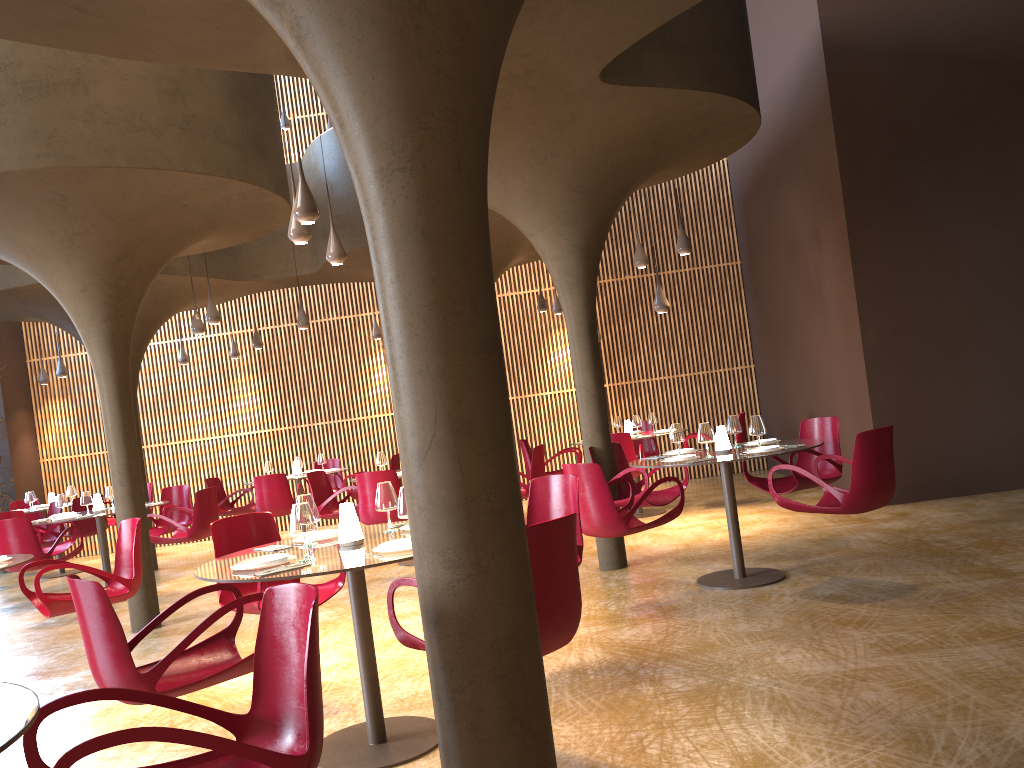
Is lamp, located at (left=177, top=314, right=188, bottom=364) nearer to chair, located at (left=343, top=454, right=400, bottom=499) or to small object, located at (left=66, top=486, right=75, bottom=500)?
small object, located at (left=66, top=486, right=75, bottom=500)

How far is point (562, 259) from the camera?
8.9 meters

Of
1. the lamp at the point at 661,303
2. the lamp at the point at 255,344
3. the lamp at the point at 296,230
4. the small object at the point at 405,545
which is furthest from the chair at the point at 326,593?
the lamp at the point at 255,344

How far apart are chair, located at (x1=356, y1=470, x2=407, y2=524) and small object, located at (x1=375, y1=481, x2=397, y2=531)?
4.3 meters

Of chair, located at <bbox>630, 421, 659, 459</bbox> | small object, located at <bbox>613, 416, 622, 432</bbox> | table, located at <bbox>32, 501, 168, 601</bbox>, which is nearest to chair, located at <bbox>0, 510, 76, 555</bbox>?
table, located at <bbox>32, 501, 168, 601</bbox>

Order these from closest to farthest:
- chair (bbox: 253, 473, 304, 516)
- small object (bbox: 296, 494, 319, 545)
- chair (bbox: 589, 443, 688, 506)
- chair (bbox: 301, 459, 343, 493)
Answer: small object (bbox: 296, 494, 319, 545)
chair (bbox: 589, 443, 688, 506)
chair (bbox: 253, 473, 304, 516)
chair (bbox: 301, 459, 343, 493)

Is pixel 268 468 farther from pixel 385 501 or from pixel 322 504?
pixel 385 501

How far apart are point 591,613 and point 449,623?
4.4 meters

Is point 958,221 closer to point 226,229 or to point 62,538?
point 226,229

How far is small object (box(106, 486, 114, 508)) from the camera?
11.6m
